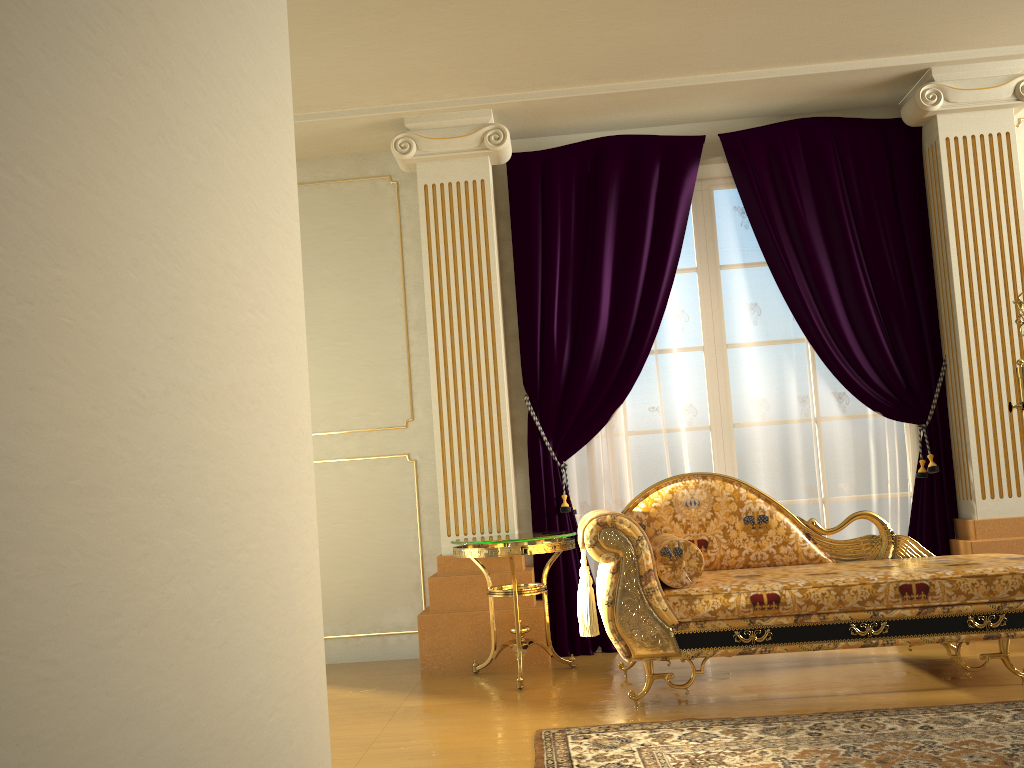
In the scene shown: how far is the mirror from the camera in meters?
3.9

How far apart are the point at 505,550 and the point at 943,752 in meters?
1.8 m

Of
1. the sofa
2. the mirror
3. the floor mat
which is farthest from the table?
the mirror

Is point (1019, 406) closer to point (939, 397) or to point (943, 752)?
point (939, 397)

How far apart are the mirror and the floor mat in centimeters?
145cm

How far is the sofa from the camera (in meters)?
3.18

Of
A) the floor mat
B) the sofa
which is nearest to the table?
the sofa

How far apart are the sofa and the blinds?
0.58m

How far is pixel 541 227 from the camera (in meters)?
4.63

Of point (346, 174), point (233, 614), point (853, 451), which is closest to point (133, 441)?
point (233, 614)
